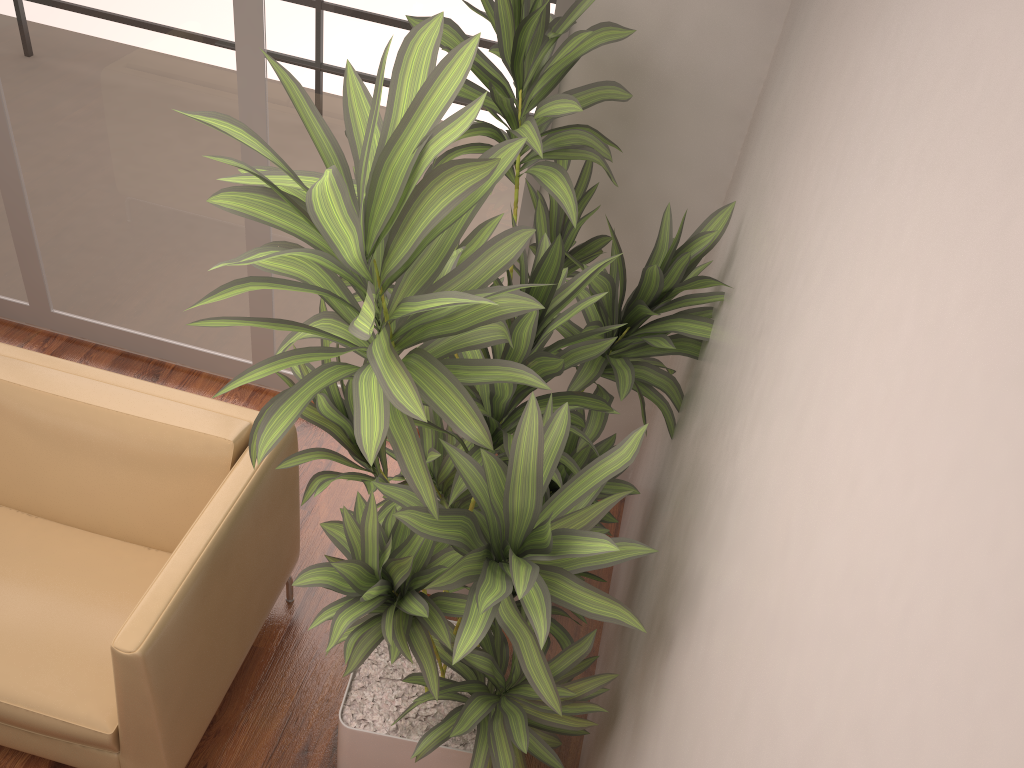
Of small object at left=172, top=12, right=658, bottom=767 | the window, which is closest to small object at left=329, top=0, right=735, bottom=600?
small object at left=172, top=12, right=658, bottom=767

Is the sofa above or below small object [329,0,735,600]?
below

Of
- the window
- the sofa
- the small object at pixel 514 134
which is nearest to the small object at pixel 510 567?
the small object at pixel 514 134

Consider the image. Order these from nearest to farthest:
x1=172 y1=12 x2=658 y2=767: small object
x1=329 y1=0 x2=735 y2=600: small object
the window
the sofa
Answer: x1=172 y1=12 x2=658 y2=767: small object
the sofa
x1=329 y1=0 x2=735 y2=600: small object
the window

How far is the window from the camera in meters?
2.9 m

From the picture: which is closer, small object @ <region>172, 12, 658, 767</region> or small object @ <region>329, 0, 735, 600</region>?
small object @ <region>172, 12, 658, 767</region>

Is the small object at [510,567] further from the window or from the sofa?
the window

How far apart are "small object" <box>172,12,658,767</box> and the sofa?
0.3 meters

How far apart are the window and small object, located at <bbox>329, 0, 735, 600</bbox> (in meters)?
0.21

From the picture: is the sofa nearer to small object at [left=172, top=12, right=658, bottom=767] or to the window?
small object at [left=172, top=12, right=658, bottom=767]
